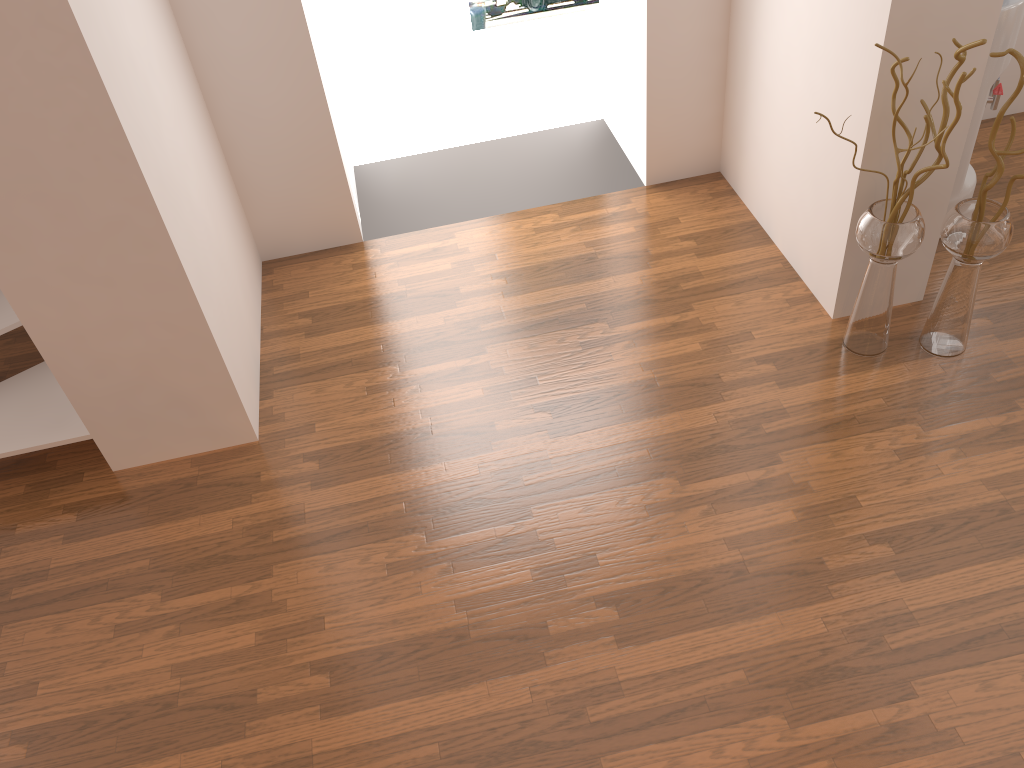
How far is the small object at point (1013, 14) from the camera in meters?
3.0 m

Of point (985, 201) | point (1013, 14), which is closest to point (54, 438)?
point (985, 201)

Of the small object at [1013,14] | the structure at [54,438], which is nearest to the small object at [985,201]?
the small object at [1013,14]

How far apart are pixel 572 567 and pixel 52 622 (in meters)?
1.54

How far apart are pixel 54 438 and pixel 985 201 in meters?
3.0

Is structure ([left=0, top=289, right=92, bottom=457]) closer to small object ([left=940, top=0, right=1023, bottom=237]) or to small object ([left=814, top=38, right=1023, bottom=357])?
small object ([left=814, top=38, right=1023, bottom=357])

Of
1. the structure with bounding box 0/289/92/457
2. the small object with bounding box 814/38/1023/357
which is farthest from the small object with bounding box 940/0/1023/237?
the structure with bounding box 0/289/92/457

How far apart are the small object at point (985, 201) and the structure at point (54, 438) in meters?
2.6 m

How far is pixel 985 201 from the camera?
2.7m

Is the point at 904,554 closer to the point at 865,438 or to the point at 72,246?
the point at 865,438
